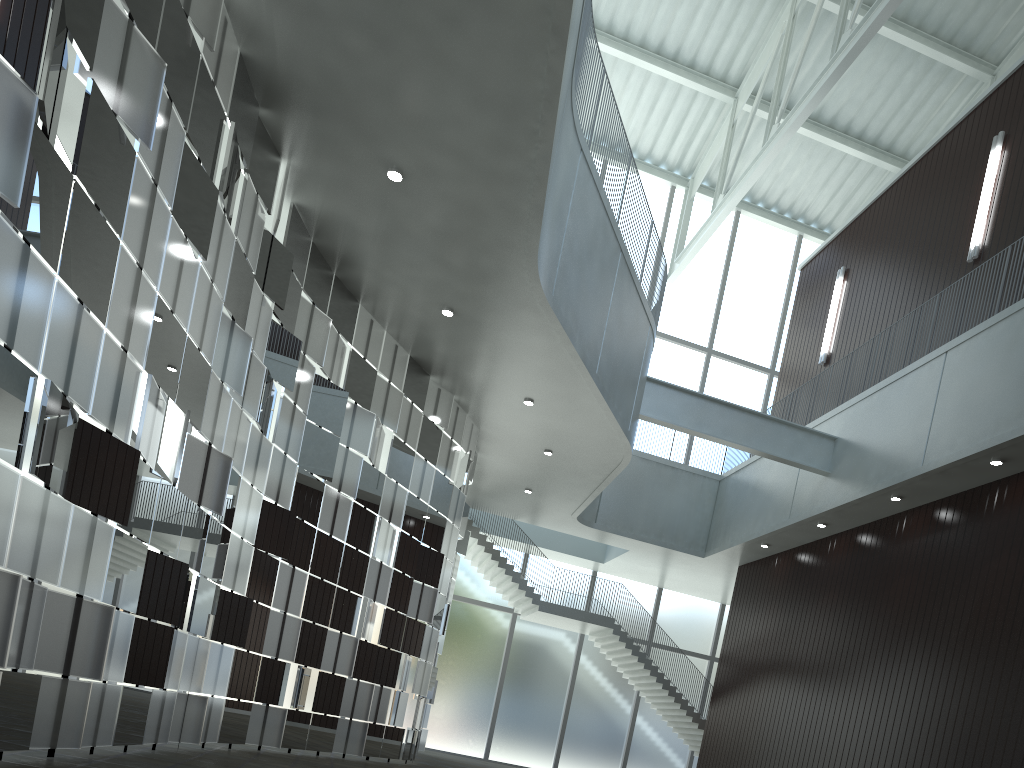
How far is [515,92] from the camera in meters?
30.9
